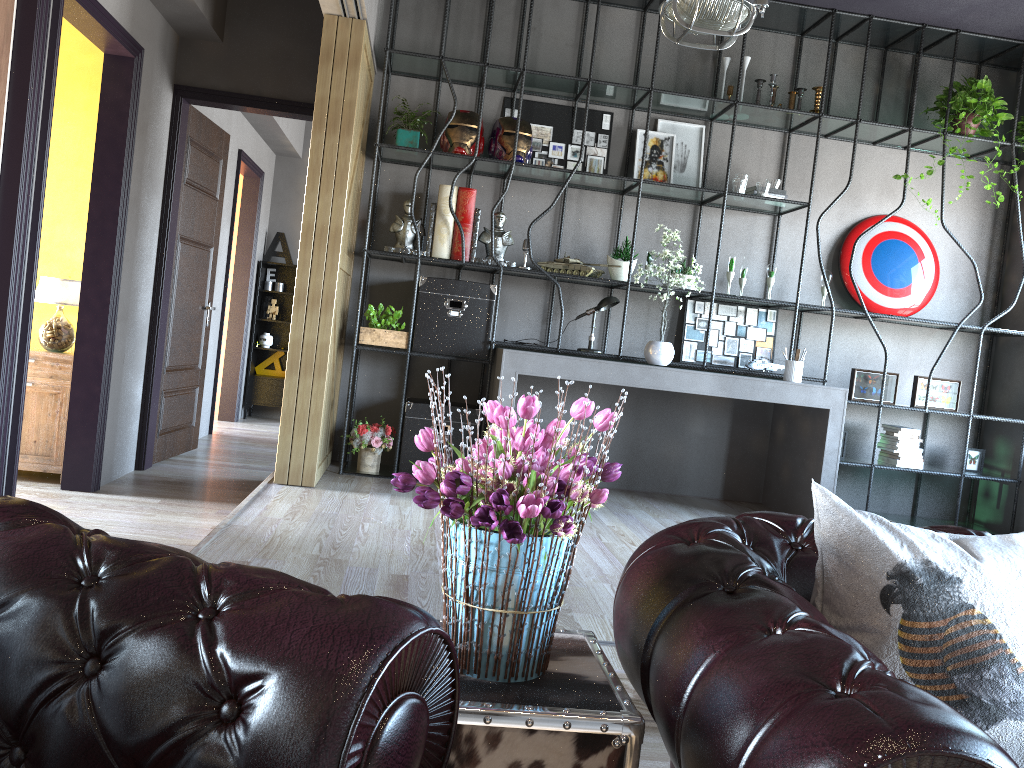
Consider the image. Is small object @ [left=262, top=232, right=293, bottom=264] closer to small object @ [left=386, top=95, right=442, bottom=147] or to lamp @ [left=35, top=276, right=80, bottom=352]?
small object @ [left=386, top=95, right=442, bottom=147]

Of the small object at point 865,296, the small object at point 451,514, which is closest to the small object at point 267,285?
the small object at point 865,296

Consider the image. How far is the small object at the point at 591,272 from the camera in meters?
5.7

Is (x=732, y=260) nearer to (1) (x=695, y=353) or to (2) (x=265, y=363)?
(1) (x=695, y=353)

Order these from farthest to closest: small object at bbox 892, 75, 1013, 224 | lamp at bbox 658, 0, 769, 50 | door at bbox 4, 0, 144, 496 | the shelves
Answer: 1. the shelves
2. small object at bbox 892, 75, 1013, 224
3. lamp at bbox 658, 0, 769, 50
4. door at bbox 4, 0, 144, 496

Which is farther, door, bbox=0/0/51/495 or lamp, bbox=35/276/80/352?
lamp, bbox=35/276/80/352

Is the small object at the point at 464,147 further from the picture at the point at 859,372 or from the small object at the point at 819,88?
the picture at the point at 859,372

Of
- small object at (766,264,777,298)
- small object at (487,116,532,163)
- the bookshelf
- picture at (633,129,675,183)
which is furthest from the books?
small object at (487,116,532,163)

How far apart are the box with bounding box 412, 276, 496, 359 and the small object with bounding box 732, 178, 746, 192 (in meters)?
1.69

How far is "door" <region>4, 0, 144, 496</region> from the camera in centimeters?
396cm
